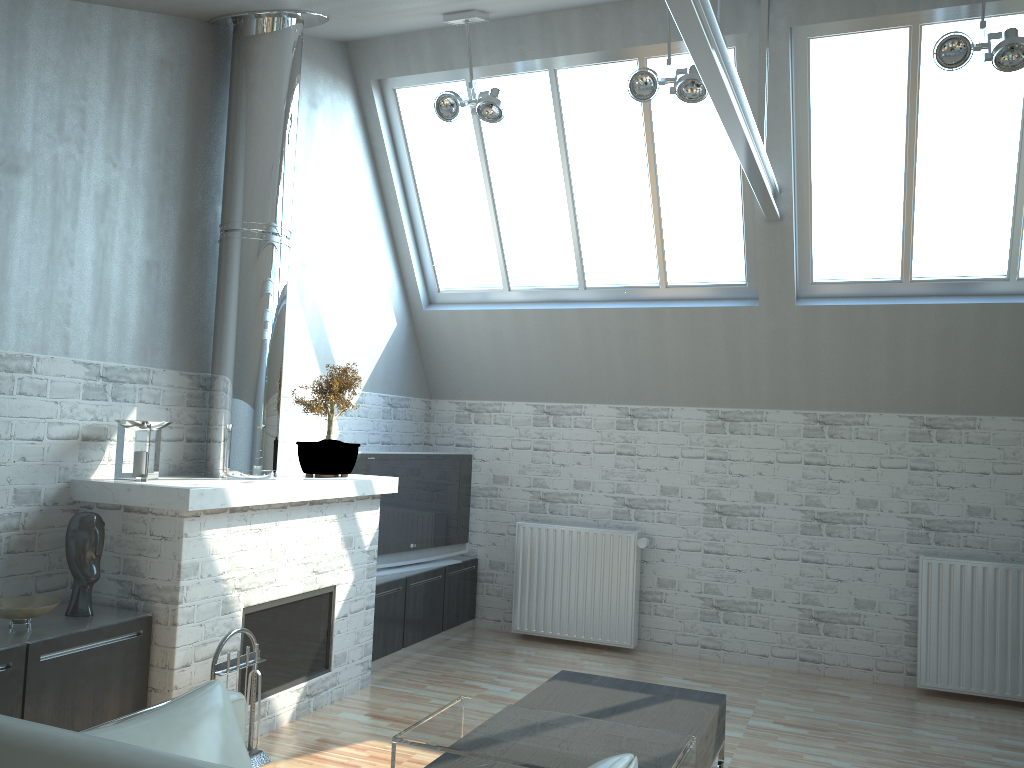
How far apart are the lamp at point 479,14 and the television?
4.1m

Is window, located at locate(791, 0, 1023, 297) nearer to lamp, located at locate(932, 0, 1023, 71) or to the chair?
lamp, located at locate(932, 0, 1023, 71)

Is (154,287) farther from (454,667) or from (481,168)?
(454,667)

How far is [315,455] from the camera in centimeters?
915cm

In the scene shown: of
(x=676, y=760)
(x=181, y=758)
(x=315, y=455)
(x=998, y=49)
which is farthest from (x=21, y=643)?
(x=998, y=49)

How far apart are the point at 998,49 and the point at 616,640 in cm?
803

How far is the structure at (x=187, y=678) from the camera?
7.1 meters

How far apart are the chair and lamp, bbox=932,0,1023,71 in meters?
7.3 m

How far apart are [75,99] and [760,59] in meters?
6.5

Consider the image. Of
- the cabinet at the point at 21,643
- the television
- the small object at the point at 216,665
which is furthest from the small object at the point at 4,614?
the television
